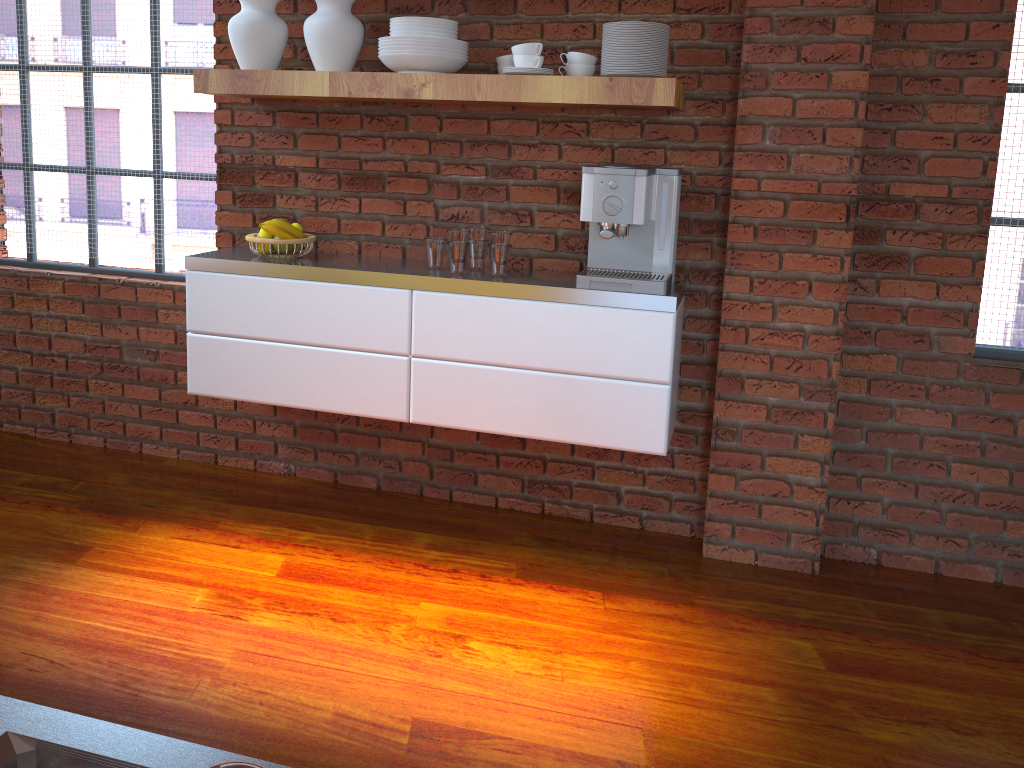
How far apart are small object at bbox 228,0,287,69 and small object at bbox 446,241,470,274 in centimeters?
83cm

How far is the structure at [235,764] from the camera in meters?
0.2

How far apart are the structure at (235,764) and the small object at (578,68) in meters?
2.6

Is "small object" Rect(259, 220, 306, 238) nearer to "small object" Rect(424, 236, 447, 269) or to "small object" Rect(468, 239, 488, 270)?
"small object" Rect(424, 236, 447, 269)

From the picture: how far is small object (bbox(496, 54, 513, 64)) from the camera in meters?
2.7

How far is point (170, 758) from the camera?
0.6m

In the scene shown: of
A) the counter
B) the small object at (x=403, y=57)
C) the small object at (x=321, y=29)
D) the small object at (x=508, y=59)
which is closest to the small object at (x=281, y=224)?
the small object at (x=321, y=29)

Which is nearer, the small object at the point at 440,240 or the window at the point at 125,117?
the small object at the point at 440,240

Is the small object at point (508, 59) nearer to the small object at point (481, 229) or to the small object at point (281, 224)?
the small object at point (481, 229)

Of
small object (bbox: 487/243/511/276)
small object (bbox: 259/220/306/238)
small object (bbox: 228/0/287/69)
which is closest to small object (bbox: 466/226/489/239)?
small object (bbox: 487/243/511/276)
